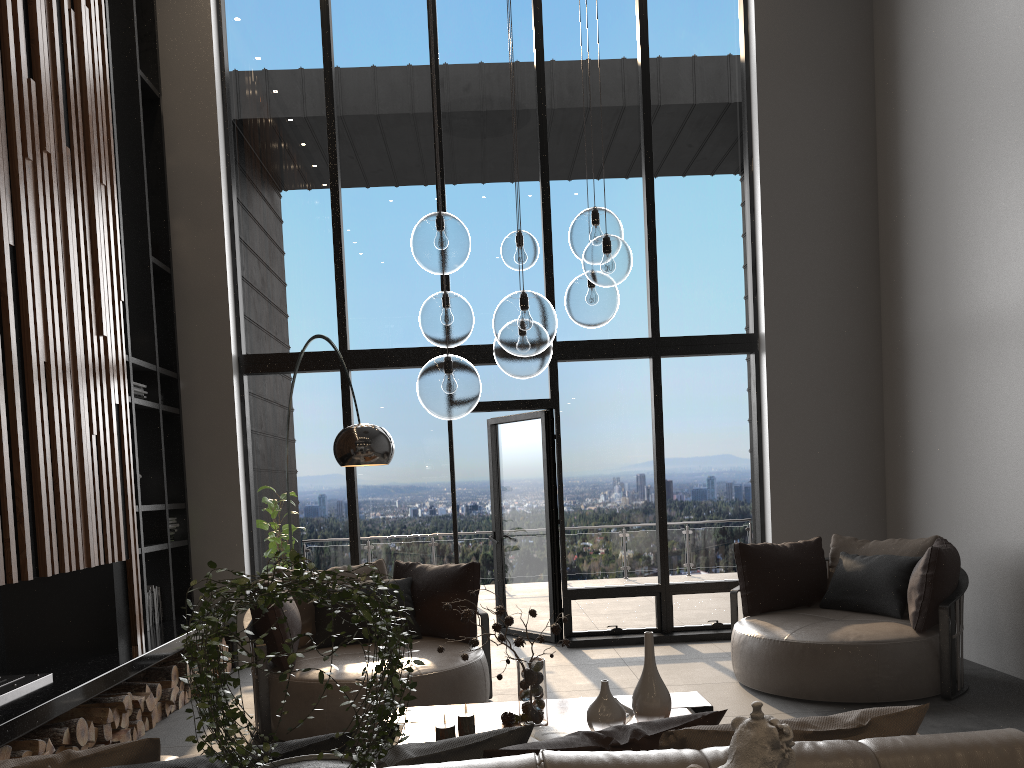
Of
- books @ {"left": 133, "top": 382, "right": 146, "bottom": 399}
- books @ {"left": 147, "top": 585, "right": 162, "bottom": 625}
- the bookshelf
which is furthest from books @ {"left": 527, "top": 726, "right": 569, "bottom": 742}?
books @ {"left": 133, "top": 382, "right": 146, "bottom": 399}

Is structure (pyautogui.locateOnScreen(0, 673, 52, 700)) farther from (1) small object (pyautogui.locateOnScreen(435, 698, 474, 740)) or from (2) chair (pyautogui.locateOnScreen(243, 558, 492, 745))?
(1) small object (pyautogui.locateOnScreen(435, 698, 474, 740))

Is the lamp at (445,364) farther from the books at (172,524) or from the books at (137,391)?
the books at (172,524)

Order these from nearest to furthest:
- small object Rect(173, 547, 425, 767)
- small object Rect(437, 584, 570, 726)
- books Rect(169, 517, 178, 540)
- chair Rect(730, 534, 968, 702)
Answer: small object Rect(173, 547, 425, 767) → small object Rect(437, 584, 570, 726) → chair Rect(730, 534, 968, 702) → books Rect(169, 517, 178, 540)

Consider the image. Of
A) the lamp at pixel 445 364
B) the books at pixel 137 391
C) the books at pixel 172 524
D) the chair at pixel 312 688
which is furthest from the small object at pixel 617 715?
the books at pixel 172 524

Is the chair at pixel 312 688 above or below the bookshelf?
below

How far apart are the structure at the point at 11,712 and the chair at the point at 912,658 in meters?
3.5

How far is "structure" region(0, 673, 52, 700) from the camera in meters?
4.1

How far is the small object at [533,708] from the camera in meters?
3.4 m

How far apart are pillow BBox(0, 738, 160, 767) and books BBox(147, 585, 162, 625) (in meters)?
4.65
